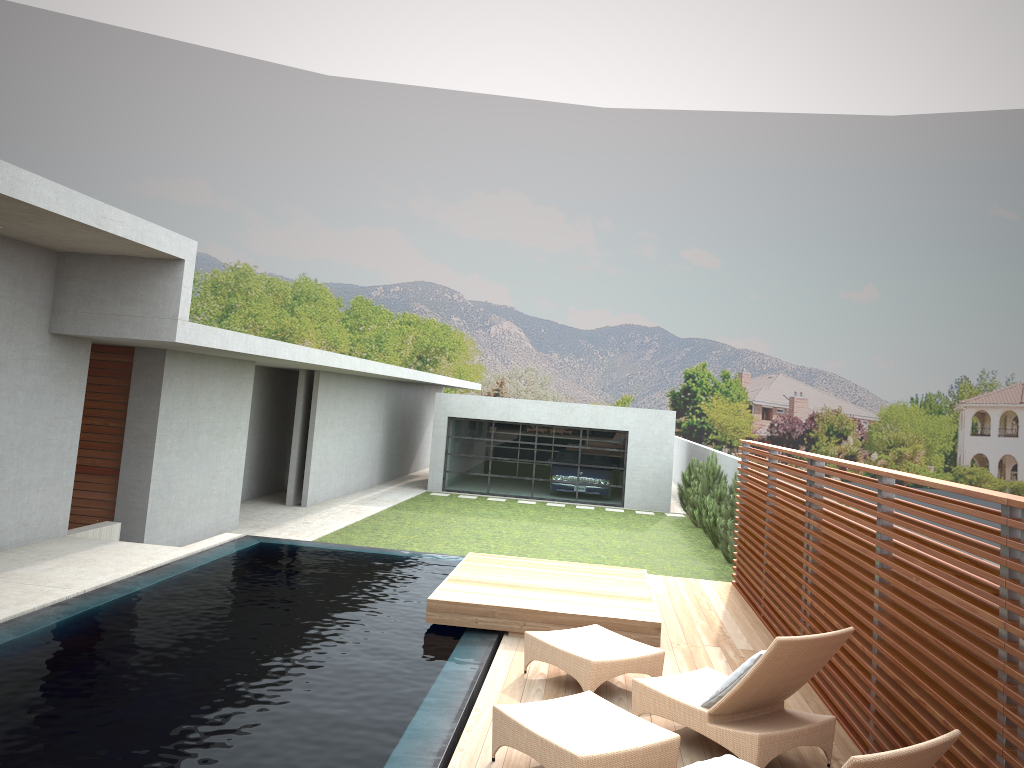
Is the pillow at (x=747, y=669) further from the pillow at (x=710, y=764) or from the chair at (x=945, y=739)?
the pillow at (x=710, y=764)

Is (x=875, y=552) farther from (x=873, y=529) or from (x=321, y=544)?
Answer: (x=321, y=544)

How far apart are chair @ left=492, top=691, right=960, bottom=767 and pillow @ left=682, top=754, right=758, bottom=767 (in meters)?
0.61

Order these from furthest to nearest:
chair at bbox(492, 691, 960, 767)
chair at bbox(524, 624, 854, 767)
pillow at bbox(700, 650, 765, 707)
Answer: pillow at bbox(700, 650, 765, 707) → chair at bbox(524, 624, 854, 767) → chair at bbox(492, 691, 960, 767)

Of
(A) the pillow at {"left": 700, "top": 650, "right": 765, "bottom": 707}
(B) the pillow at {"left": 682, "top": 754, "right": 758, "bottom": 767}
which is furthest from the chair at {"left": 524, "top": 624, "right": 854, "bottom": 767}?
(B) the pillow at {"left": 682, "top": 754, "right": 758, "bottom": 767}

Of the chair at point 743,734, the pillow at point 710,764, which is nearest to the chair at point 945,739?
the chair at point 743,734

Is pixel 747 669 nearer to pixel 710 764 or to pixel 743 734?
pixel 743 734

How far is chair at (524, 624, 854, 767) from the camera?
5.0 meters

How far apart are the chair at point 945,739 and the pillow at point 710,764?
0.6m

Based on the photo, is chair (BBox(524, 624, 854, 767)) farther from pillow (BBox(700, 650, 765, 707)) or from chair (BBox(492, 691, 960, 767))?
chair (BBox(492, 691, 960, 767))
